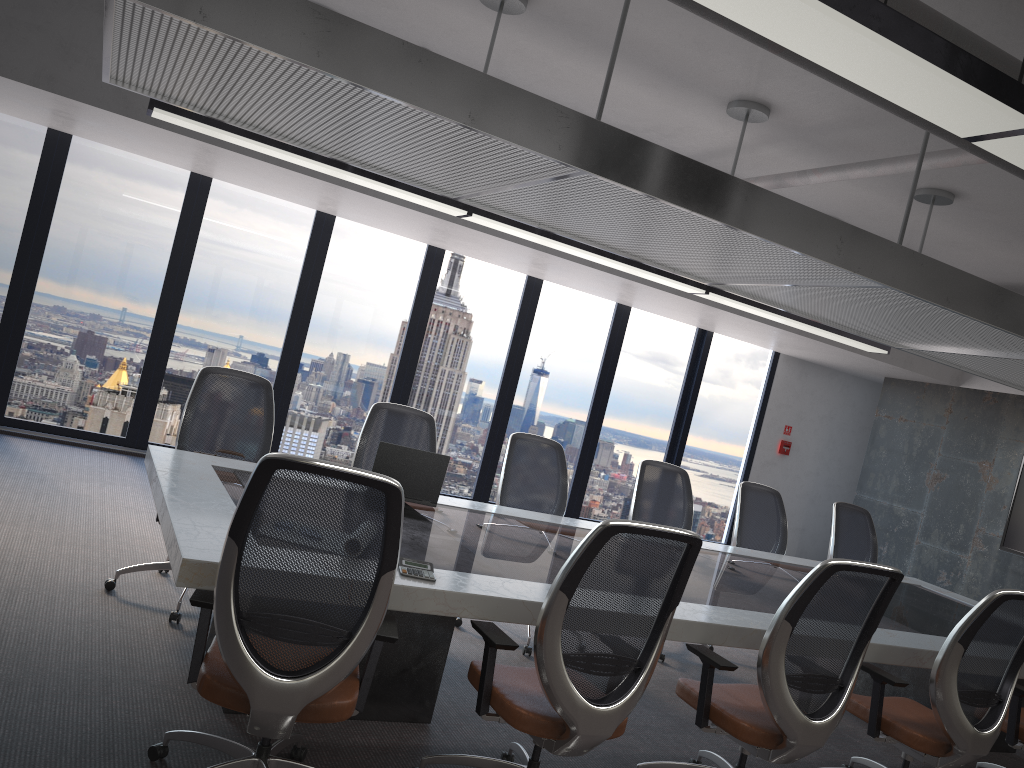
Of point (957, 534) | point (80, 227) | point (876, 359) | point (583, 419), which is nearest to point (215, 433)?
point (80, 227)

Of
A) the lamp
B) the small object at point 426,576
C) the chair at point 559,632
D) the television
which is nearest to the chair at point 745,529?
the lamp

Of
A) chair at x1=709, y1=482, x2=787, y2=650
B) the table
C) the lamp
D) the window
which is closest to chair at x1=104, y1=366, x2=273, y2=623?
the table

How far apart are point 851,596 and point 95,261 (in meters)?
6.76

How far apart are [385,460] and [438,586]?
1.5m

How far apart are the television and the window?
3.0 meters

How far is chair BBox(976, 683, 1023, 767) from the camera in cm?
421

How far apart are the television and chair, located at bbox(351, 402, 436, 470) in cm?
626

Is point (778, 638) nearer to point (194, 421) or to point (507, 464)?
point (507, 464)

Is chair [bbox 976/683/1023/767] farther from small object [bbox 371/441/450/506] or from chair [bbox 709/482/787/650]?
small object [bbox 371/441/450/506]
